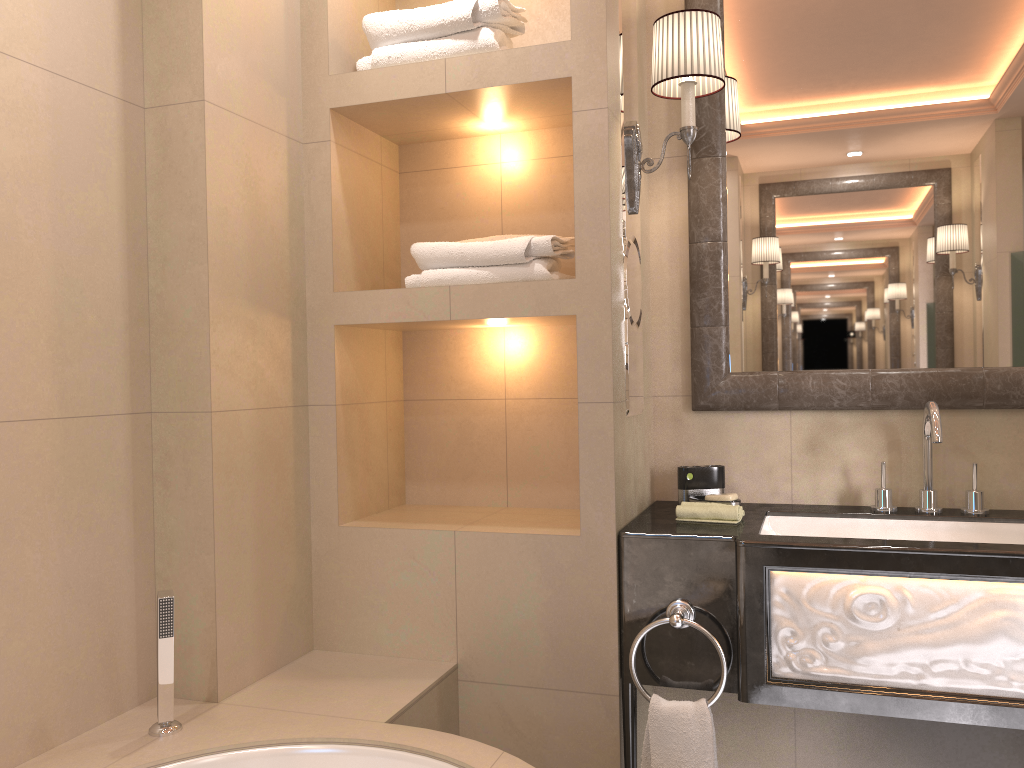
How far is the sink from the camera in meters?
2.0

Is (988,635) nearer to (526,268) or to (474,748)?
(474,748)

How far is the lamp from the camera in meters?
2.0 m

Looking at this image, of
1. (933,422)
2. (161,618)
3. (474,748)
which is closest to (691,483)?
(933,422)

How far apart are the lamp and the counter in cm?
74

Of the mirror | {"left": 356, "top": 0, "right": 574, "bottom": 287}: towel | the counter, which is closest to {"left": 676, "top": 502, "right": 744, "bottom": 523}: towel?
the counter

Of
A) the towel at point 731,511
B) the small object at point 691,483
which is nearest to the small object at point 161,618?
the towel at point 731,511

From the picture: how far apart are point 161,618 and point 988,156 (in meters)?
2.08

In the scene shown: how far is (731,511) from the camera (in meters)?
2.01

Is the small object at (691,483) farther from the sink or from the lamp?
the lamp
